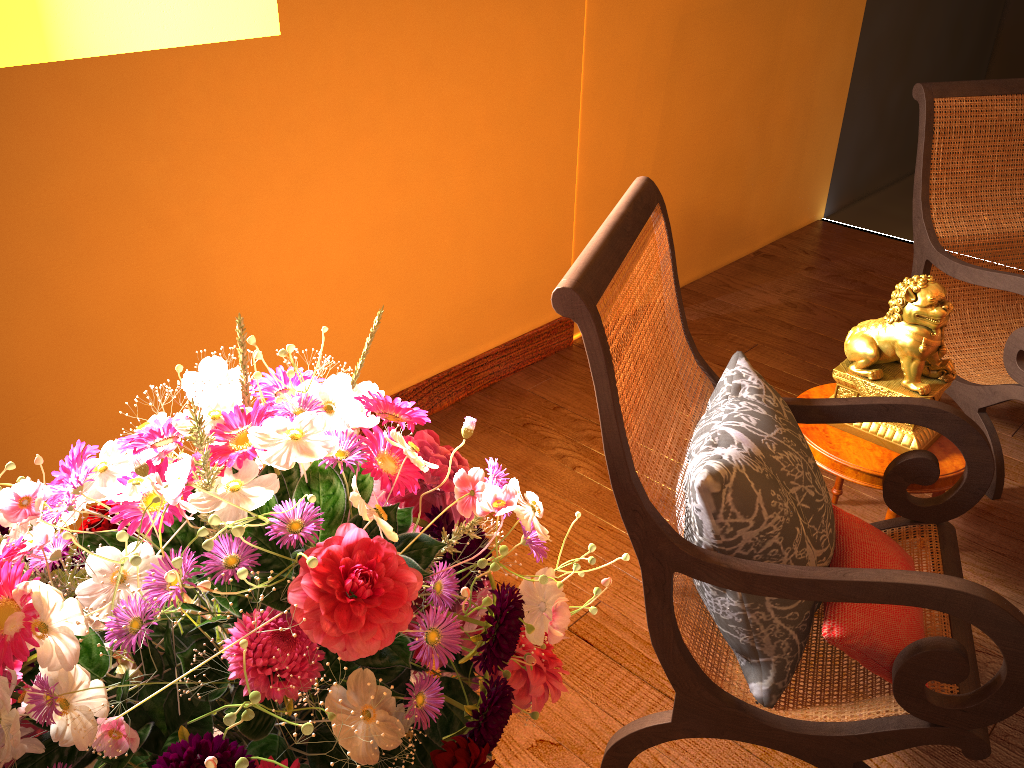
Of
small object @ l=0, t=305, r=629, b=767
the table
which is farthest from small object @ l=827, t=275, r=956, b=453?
small object @ l=0, t=305, r=629, b=767

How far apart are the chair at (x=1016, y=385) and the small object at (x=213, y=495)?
1.9 meters

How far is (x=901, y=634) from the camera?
1.4m

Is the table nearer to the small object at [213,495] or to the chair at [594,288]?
the chair at [594,288]

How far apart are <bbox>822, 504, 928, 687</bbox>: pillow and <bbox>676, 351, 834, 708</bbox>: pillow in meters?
0.0 m

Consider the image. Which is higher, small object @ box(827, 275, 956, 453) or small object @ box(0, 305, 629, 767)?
small object @ box(0, 305, 629, 767)

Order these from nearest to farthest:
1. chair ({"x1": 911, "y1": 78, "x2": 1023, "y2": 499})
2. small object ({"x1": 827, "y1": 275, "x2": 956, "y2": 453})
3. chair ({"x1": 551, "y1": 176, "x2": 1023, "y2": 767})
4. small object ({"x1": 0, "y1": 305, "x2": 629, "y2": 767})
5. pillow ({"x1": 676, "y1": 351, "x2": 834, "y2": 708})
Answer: small object ({"x1": 0, "y1": 305, "x2": 629, "y2": 767}) → chair ({"x1": 551, "y1": 176, "x2": 1023, "y2": 767}) → pillow ({"x1": 676, "y1": 351, "x2": 834, "y2": 708}) → small object ({"x1": 827, "y1": 275, "x2": 956, "y2": 453}) → chair ({"x1": 911, "y1": 78, "x2": 1023, "y2": 499})

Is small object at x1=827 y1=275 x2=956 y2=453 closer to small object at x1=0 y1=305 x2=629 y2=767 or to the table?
the table

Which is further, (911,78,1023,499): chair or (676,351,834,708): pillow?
(911,78,1023,499): chair

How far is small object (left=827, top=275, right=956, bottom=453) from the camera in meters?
1.9
